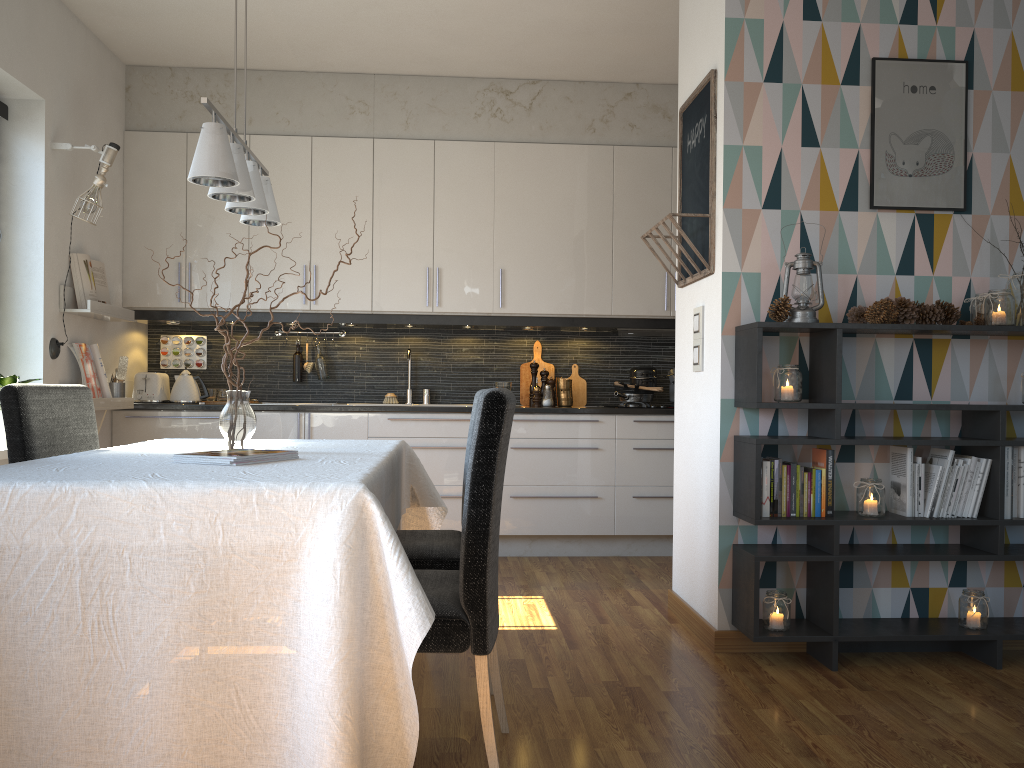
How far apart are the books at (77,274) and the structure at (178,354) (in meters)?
0.80

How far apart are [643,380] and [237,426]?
3.2m

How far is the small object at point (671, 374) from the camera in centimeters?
537cm

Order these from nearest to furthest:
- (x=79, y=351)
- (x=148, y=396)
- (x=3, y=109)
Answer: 1. (x=3, y=109)
2. (x=79, y=351)
3. (x=148, y=396)

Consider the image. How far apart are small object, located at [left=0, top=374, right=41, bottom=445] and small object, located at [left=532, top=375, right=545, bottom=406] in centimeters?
275cm

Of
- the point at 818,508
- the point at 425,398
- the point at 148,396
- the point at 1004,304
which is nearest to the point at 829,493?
the point at 818,508

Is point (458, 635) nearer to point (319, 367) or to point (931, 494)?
point (931, 494)

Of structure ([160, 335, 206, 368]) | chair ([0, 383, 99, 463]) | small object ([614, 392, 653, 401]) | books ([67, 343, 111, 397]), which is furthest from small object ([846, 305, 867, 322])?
structure ([160, 335, 206, 368])

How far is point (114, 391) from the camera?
4.7 meters

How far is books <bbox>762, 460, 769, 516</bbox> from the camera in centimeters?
309cm
